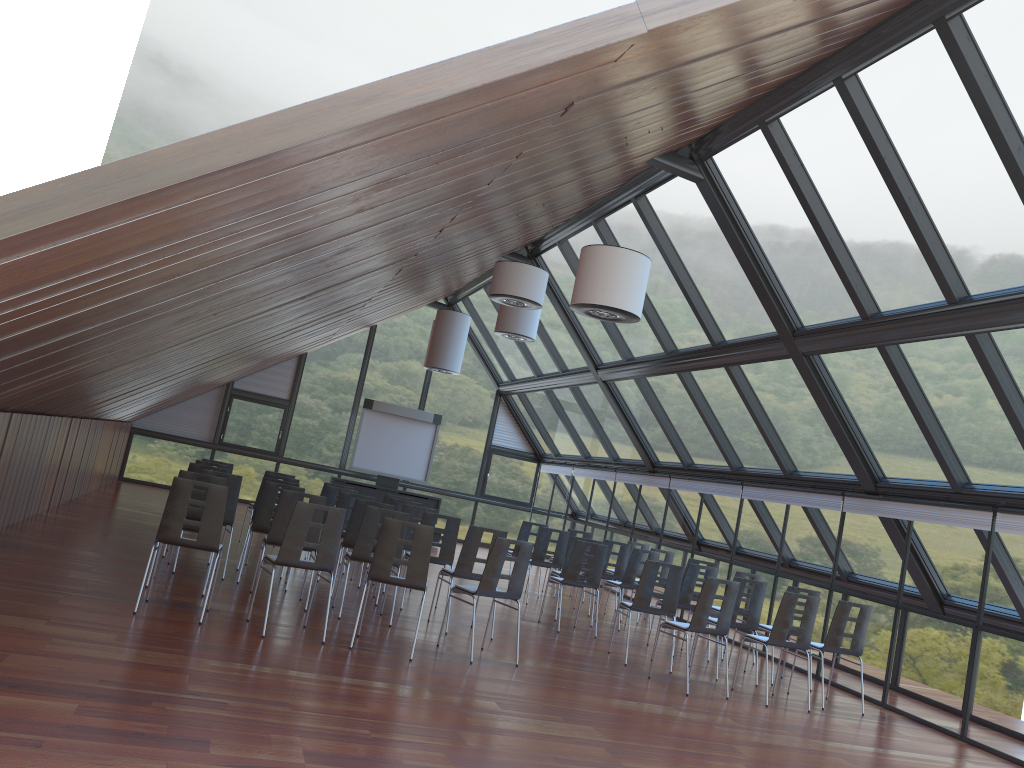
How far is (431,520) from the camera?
10.8 meters

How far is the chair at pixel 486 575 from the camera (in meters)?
8.51

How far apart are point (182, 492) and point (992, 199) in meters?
7.6 m

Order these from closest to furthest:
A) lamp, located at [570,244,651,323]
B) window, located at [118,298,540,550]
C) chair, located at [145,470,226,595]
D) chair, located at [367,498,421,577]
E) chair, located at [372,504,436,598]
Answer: lamp, located at [570,244,651,323] → chair, located at [145,470,226,595] → chair, located at [372,504,436,598] → chair, located at [367,498,421,577] → window, located at [118,298,540,550]

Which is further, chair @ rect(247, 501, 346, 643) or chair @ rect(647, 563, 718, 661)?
chair @ rect(647, 563, 718, 661)

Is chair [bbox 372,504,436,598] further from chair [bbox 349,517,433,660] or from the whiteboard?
the whiteboard

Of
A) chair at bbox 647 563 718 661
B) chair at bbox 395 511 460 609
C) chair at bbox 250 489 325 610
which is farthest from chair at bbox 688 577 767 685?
chair at bbox 250 489 325 610

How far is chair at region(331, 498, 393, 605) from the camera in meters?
10.6 m

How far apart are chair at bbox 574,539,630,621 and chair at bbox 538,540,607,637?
2.1m

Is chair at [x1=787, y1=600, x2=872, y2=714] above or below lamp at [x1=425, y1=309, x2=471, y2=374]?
below
